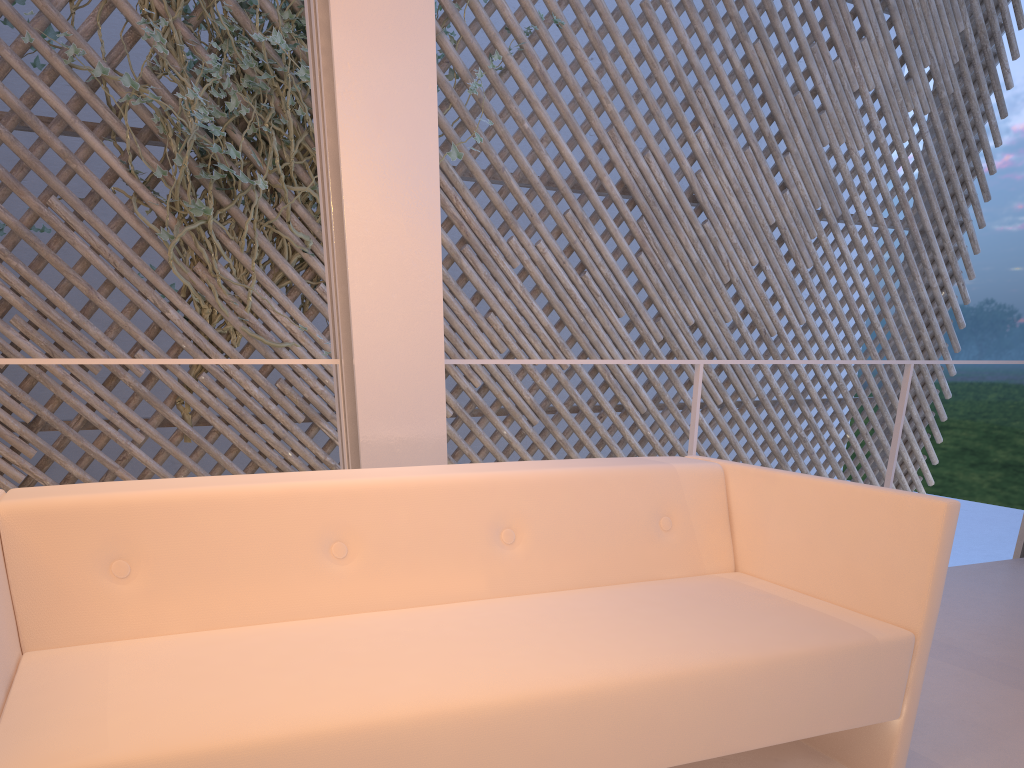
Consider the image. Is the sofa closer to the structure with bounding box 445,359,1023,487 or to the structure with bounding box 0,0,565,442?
the structure with bounding box 445,359,1023,487

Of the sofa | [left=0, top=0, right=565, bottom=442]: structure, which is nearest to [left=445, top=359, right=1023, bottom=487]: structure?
the sofa

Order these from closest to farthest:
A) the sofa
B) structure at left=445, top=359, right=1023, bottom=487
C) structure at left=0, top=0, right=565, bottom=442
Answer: the sofa → structure at left=445, top=359, right=1023, bottom=487 → structure at left=0, top=0, right=565, bottom=442

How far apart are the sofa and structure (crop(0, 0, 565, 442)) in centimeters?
172cm

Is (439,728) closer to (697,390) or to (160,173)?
(697,390)

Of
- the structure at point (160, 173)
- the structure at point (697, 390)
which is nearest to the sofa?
the structure at point (697, 390)

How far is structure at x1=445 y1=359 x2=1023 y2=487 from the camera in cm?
177

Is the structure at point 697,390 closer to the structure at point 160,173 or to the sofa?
the sofa

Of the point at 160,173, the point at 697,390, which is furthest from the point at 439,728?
the point at 160,173

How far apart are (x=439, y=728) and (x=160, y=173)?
2.4 meters
